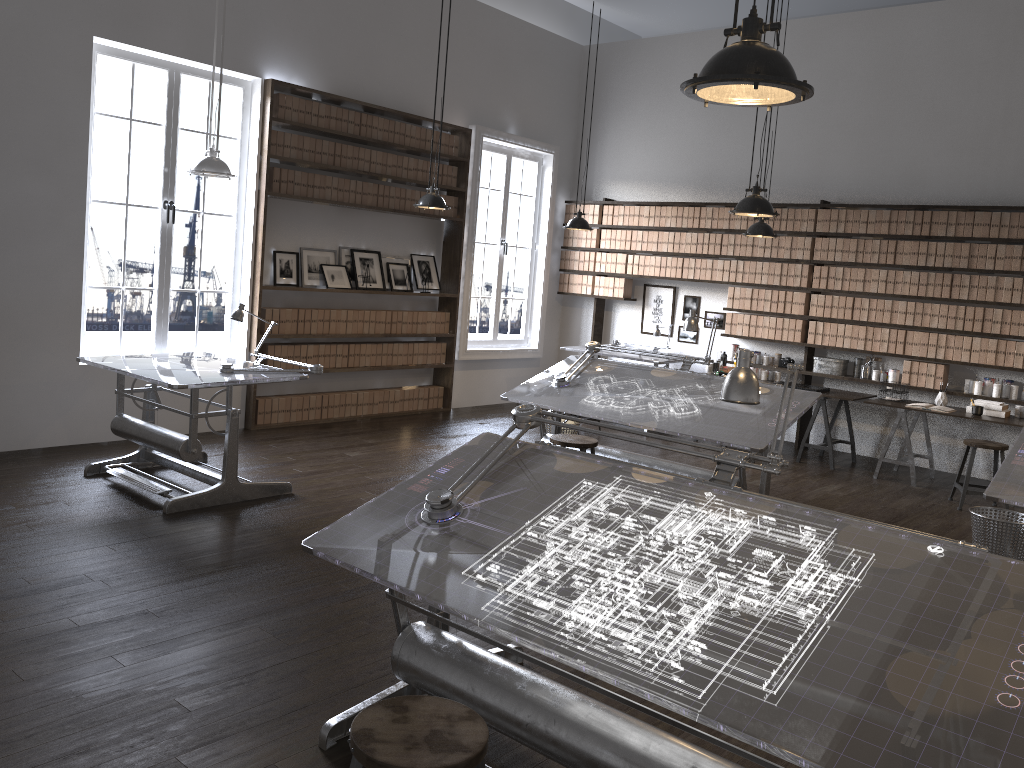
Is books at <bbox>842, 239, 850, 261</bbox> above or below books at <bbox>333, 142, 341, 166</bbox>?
below

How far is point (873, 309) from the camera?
8.3 meters

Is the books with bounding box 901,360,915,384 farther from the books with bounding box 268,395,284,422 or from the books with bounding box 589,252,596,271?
the books with bounding box 268,395,284,422

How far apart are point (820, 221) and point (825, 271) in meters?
0.5 m

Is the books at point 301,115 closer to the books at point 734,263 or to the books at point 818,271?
the books at point 734,263

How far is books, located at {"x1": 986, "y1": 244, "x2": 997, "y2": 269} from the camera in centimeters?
761cm

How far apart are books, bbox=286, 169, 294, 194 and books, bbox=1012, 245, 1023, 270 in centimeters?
624cm

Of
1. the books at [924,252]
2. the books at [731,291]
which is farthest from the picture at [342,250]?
the books at [924,252]

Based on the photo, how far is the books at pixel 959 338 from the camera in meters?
7.8

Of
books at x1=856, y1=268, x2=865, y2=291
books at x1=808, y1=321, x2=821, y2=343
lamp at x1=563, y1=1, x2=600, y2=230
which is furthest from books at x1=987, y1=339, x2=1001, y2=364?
lamp at x1=563, y1=1, x2=600, y2=230
